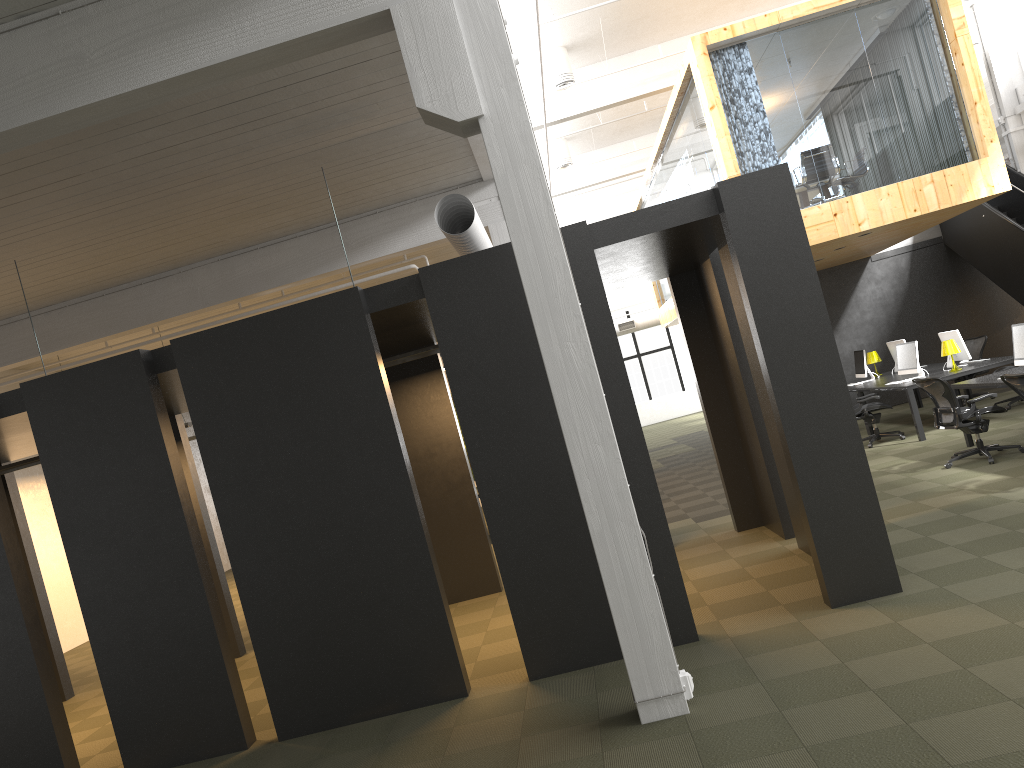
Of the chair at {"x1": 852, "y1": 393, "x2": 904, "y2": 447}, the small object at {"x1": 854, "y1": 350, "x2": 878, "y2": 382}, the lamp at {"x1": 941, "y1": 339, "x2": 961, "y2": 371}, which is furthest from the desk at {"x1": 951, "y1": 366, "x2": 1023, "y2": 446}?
the small object at {"x1": 854, "y1": 350, "x2": 878, "y2": 382}

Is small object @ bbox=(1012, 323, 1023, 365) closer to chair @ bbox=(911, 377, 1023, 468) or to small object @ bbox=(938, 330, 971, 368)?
chair @ bbox=(911, 377, 1023, 468)

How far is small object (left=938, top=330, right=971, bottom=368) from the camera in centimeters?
1245cm

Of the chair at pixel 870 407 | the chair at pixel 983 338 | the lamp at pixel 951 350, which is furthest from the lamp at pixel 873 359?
the lamp at pixel 951 350

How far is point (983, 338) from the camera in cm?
1452

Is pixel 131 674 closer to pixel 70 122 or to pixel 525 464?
pixel 525 464

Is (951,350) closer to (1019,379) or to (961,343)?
(961,343)

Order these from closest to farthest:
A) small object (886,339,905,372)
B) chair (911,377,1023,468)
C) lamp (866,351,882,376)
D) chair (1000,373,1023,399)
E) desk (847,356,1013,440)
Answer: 1. chair (1000,373,1023,399)
2. chair (911,377,1023,468)
3. desk (847,356,1013,440)
4. small object (886,339,905,372)
5. lamp (866,351,882,376)

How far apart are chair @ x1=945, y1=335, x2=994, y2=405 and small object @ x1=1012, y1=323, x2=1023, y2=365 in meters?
5.3

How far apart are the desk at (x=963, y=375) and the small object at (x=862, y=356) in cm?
23
